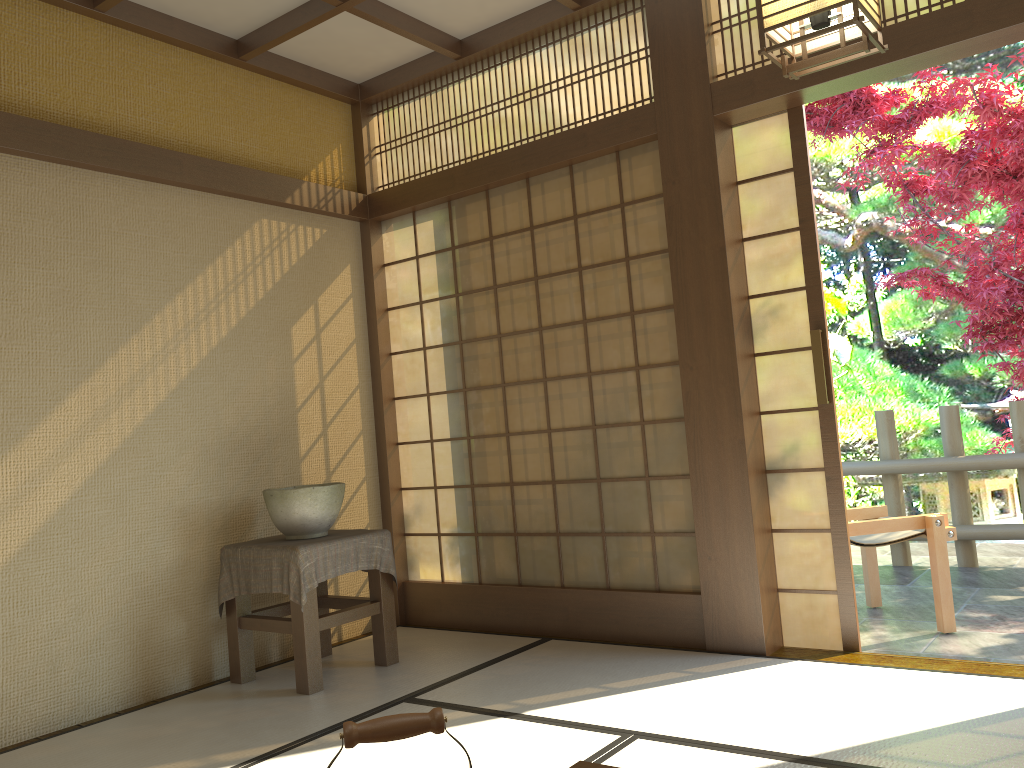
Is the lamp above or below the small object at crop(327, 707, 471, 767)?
above

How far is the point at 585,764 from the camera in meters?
1.6 m

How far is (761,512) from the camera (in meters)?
3.68

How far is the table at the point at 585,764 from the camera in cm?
164

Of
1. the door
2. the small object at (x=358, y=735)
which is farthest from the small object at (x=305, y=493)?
the small object at (x=358, y=735)

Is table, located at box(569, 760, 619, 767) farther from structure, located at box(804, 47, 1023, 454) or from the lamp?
structure, located at box(804, 47, 1023, 454)

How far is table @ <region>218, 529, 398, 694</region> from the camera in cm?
357

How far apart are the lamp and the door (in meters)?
1.49

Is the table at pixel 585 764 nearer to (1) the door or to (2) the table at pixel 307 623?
(2) the table at pixel 307 623

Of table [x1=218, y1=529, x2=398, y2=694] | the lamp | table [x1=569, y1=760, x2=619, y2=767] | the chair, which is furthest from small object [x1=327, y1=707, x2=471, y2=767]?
the chair
